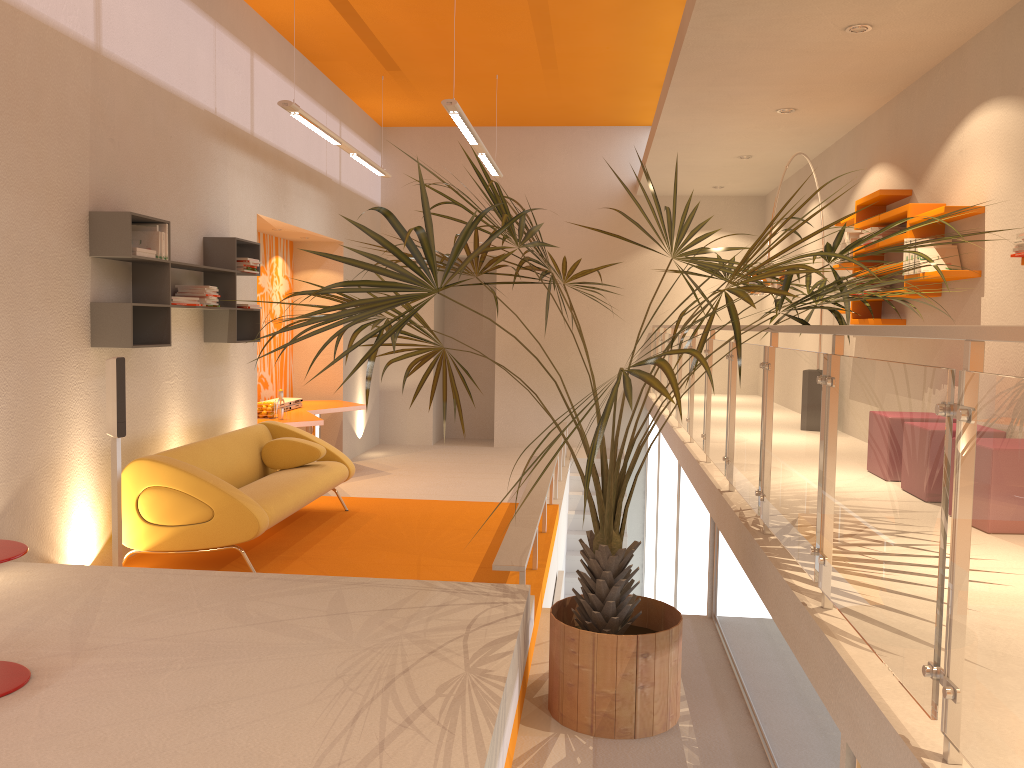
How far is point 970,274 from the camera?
4.98m

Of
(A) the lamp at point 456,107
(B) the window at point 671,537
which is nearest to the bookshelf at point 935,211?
(B) the window at point 671,537

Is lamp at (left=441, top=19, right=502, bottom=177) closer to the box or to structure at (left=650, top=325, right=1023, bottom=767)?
the box

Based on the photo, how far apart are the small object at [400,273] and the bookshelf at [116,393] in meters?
1.5 m

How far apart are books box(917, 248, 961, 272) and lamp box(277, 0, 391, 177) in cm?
448

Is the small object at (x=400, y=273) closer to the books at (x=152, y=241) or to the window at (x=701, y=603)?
the window at (x=701, y=603)

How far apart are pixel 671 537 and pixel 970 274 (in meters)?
3.85

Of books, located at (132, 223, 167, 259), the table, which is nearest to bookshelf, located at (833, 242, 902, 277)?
the table

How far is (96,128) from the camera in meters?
5.2

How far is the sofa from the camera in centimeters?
520cm
